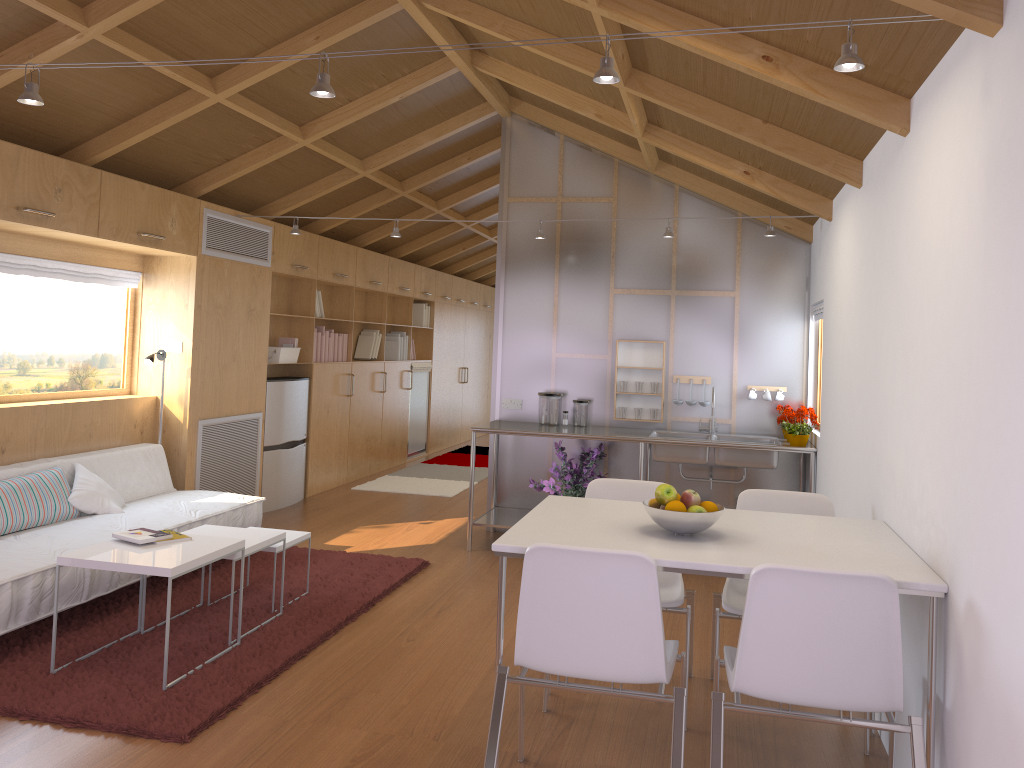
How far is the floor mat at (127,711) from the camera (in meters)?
3.09

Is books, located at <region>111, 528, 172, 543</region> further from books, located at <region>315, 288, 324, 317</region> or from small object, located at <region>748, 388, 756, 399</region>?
books, located at <region>315, 288, 324, 317</region>

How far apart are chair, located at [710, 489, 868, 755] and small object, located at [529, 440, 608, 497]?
2.1m

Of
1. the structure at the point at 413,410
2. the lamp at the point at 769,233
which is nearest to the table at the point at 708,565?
the lamp at the point at 769,233

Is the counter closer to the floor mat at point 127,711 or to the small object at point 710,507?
the floor mat at point 127,711

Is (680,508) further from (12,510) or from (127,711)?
(12,510)

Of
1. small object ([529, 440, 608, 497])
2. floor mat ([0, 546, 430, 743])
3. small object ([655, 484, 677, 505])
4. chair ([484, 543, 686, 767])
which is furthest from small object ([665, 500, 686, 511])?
small object ([529, 440, 608, 497])

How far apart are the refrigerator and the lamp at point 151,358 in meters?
1.2

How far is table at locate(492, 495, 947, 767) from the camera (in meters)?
2.44

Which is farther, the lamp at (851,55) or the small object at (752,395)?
the small object at (752,395)
